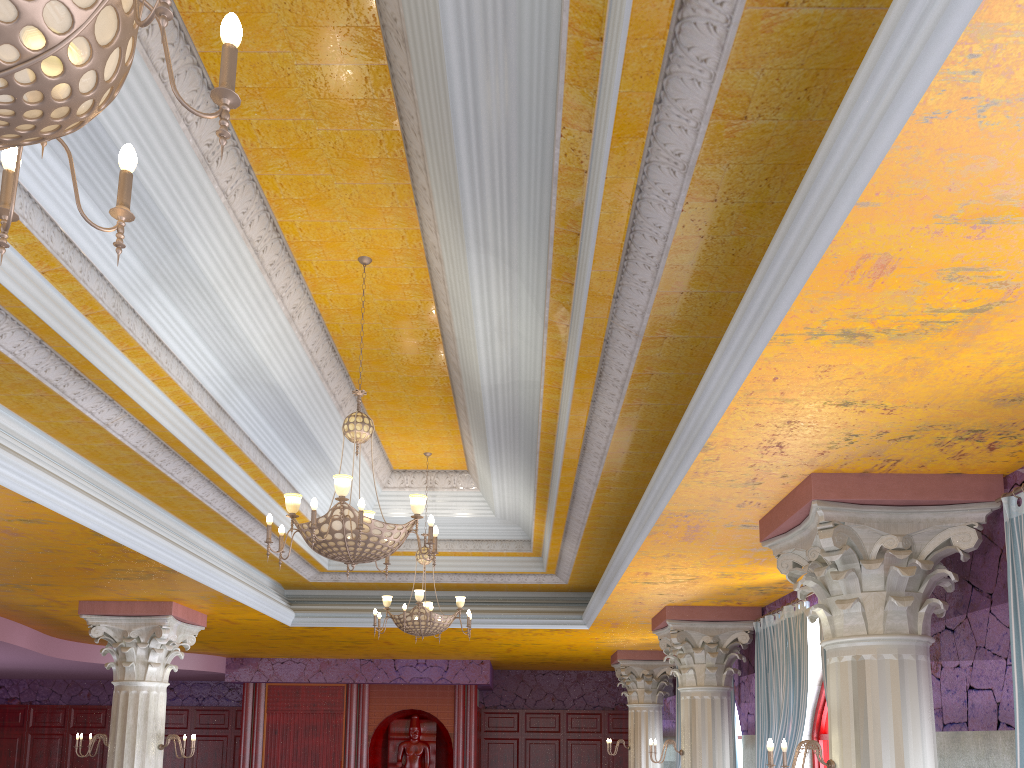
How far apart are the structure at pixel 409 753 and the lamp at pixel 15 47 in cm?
1493

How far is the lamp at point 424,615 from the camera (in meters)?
8.67

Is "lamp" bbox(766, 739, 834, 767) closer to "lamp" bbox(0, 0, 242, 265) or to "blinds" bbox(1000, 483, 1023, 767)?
"blinds" bbox(1000, 483, 1023, 767)

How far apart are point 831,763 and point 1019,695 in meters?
1.1

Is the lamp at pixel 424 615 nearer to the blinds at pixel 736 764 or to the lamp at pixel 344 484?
the lamp at pixel 344 484

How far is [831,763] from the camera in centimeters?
470cm

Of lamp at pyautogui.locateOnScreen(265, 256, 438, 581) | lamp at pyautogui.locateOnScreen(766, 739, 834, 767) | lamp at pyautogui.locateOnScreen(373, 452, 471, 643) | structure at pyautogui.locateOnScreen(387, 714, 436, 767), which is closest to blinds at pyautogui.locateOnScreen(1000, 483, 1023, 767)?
lamp at pyautogui.locateOnScreen(766, 739, 834, 767)

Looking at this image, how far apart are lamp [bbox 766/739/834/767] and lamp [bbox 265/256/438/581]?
2.2m

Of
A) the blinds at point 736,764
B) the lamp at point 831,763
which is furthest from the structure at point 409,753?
the lamp at point 831,763

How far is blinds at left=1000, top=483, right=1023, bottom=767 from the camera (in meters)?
4.14
